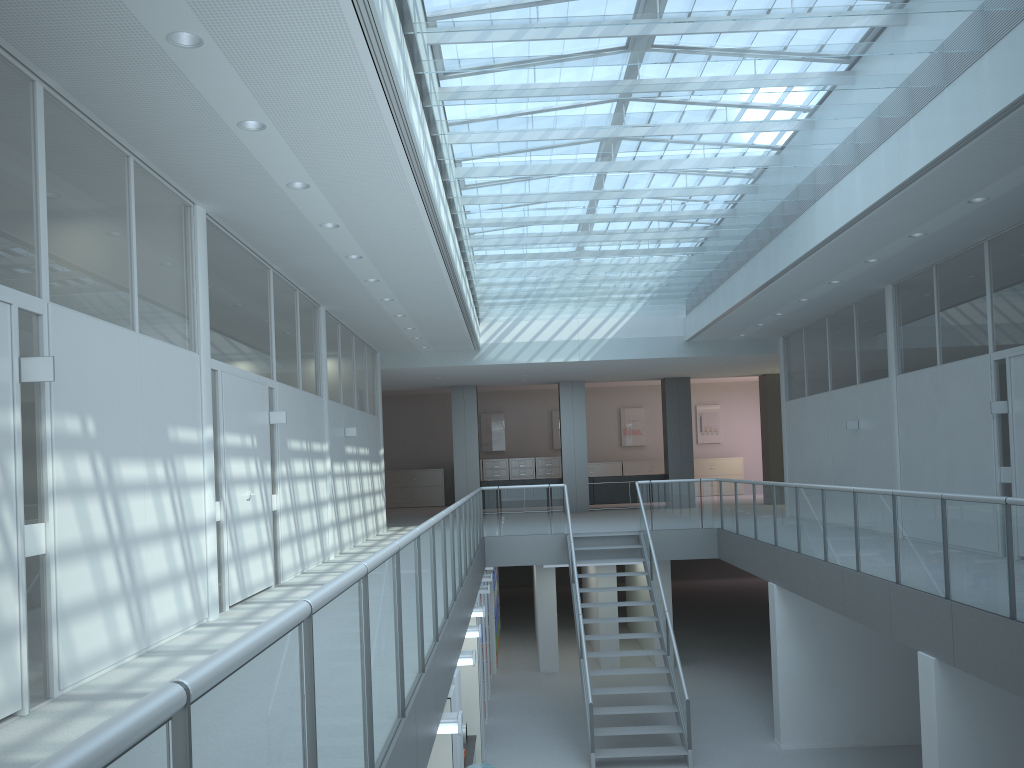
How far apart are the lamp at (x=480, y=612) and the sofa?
10.1m

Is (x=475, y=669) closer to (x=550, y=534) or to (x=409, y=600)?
(x=550, y=534)

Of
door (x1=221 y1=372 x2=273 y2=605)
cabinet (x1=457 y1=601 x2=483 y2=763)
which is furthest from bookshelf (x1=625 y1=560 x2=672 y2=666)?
door (x1=221 y1=372 x2=273 y2=605)

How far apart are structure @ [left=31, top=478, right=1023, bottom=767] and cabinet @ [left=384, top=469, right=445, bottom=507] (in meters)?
11.24

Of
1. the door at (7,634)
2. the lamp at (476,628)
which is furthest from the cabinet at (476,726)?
the door at (7,634)

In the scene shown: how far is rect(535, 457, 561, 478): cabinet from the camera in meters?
23.9

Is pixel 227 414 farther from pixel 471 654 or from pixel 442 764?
pixel 442 764

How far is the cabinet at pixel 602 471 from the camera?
24.1 meters

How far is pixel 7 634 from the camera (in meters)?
3.86

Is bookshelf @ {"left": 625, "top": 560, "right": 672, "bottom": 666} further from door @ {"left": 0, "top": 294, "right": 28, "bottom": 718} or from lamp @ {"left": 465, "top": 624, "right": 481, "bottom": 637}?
door @ {"left": 0, "top": 294, "right": 28, "bottom": 718}
